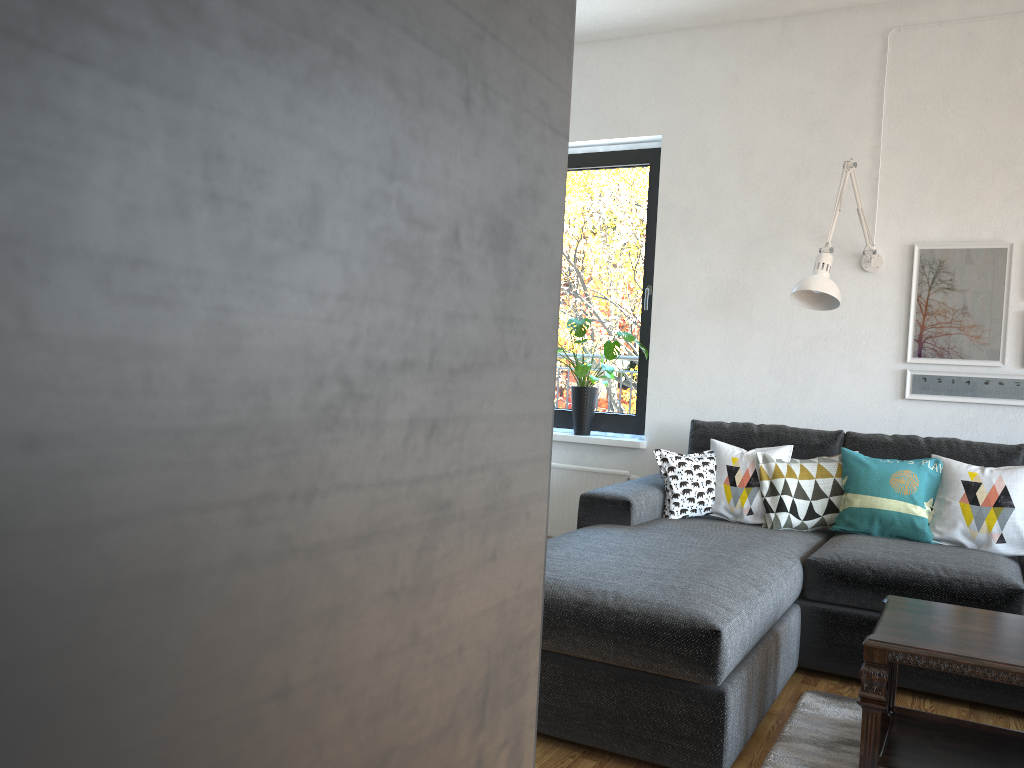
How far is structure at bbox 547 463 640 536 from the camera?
4.6 meters

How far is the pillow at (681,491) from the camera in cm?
373

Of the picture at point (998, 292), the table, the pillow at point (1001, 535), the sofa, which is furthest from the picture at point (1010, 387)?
the table

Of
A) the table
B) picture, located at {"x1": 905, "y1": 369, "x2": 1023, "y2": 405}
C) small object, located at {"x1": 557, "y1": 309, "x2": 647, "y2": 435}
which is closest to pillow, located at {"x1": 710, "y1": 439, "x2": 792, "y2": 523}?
picture, located at {"x1": 905, "y1": 369, "x2": 1023, "y2": 405}

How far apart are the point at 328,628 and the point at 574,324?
4.5 meters

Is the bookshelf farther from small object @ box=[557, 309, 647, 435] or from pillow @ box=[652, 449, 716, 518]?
small object @ box=[557, 309, 647, 435]

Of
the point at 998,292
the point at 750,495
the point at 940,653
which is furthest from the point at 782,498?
the point at 940,653

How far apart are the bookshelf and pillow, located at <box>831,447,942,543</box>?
3.7m

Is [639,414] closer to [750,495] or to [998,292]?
[750,495]

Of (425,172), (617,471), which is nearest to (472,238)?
(425,172)
